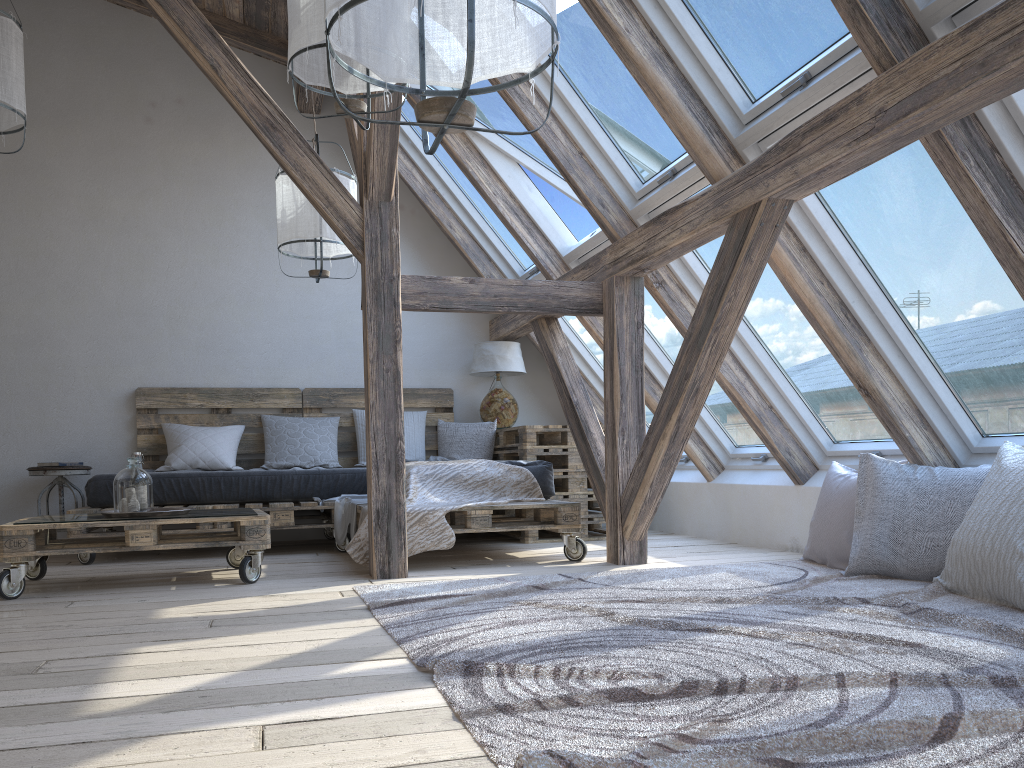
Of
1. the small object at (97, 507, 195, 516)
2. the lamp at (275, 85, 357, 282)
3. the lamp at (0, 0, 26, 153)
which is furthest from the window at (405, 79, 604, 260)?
the small object at (97, 507, 195, 516)

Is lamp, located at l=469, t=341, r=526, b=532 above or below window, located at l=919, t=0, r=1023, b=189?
below

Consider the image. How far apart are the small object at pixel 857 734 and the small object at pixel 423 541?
0.47m

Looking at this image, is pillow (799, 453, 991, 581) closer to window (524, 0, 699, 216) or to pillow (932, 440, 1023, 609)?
pillow (932, 440, 1023, 609)

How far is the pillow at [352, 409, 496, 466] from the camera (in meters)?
5.75

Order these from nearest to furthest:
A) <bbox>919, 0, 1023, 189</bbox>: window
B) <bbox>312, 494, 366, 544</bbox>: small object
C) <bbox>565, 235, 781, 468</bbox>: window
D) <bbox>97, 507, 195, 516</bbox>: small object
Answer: <bbox>919, 0, 1023, 189</bbox>: window < <bbox>97, 507, 195, 516</bbox>: small object < <bbox>312, 494, 366, 544</bbox>: small object < <bbox>565, 235, 781, 468</bbox>: window

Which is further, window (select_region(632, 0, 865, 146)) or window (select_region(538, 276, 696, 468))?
window (select_region(538, 276, 696, 468))

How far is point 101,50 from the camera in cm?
564

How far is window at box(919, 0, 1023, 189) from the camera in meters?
2.3

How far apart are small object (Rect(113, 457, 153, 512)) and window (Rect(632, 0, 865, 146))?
2.7 meters
